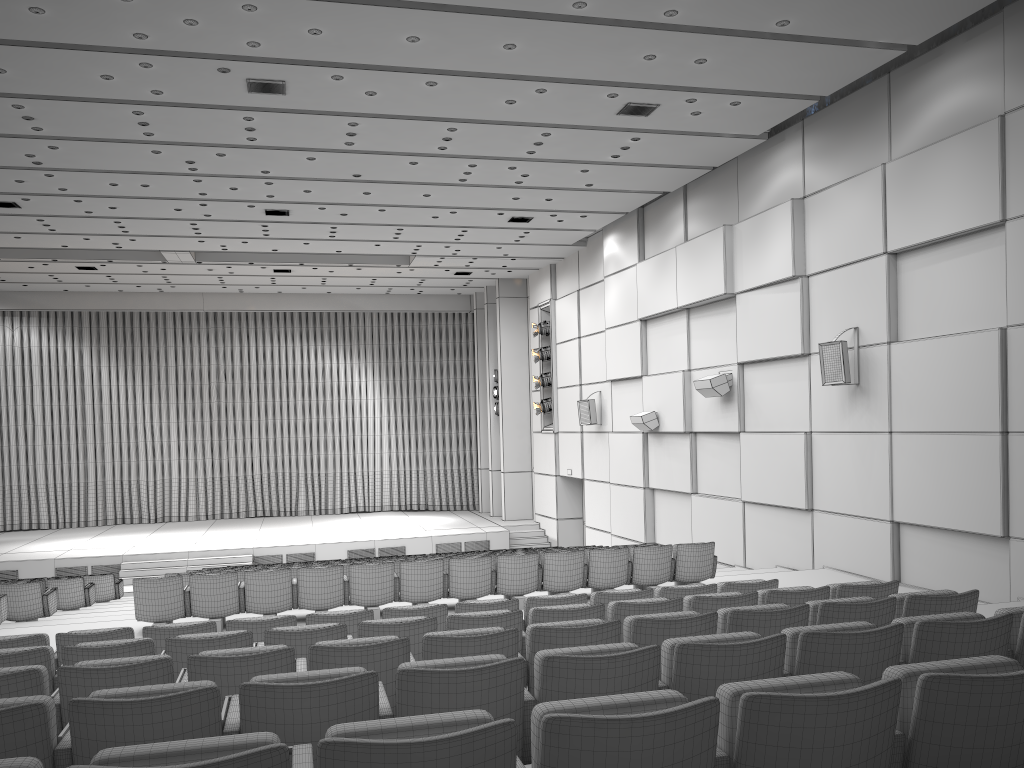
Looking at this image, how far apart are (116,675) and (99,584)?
12.39m

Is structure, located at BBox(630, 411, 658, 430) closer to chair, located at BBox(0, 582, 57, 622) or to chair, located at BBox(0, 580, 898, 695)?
chair, located at BBox(0, 582, 57, 622)

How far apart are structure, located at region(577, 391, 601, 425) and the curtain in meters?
8.6

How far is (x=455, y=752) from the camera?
2.05m

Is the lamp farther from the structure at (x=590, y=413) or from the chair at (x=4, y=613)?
the chair at (x=4, y=613)

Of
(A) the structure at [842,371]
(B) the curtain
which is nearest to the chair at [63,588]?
(A) the structure at [842,371]

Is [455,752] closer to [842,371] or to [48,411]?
[842,371]

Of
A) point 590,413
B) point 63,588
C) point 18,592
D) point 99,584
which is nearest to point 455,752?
point 18,592

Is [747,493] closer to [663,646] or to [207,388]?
[663,646]

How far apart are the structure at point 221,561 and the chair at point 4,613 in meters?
9.1
